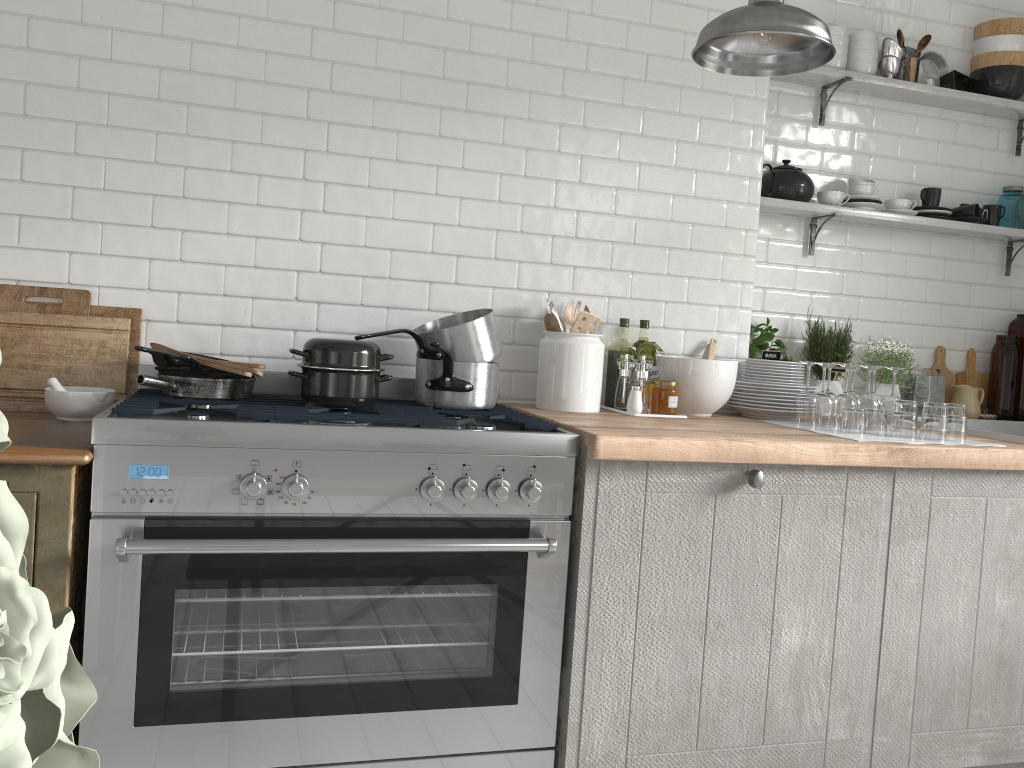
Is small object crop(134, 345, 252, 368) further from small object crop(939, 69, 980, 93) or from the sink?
small object crop(939, 69, 980, 93)

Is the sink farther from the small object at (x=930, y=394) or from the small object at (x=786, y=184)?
the small object at (x=786, y=184)

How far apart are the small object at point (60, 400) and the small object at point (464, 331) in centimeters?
99cm

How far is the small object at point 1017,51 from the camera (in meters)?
4.10

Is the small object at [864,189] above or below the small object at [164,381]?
above

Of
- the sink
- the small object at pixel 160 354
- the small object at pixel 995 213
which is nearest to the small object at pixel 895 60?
the small object at pixel 995 213

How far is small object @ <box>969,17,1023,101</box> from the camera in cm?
410

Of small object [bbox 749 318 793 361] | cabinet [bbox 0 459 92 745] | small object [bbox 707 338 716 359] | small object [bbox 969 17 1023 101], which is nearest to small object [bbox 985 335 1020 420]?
small object [bbox 969 17 1023 101]

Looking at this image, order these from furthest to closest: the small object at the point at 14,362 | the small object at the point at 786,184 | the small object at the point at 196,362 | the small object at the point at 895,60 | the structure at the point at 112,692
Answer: the small object at the point at 895,60, the small object at the point at 786,184, the small object at the point at 14,362, the small object at the point at 196,362, the structure at the point at 112,692

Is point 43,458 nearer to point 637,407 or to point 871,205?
point 637,407
